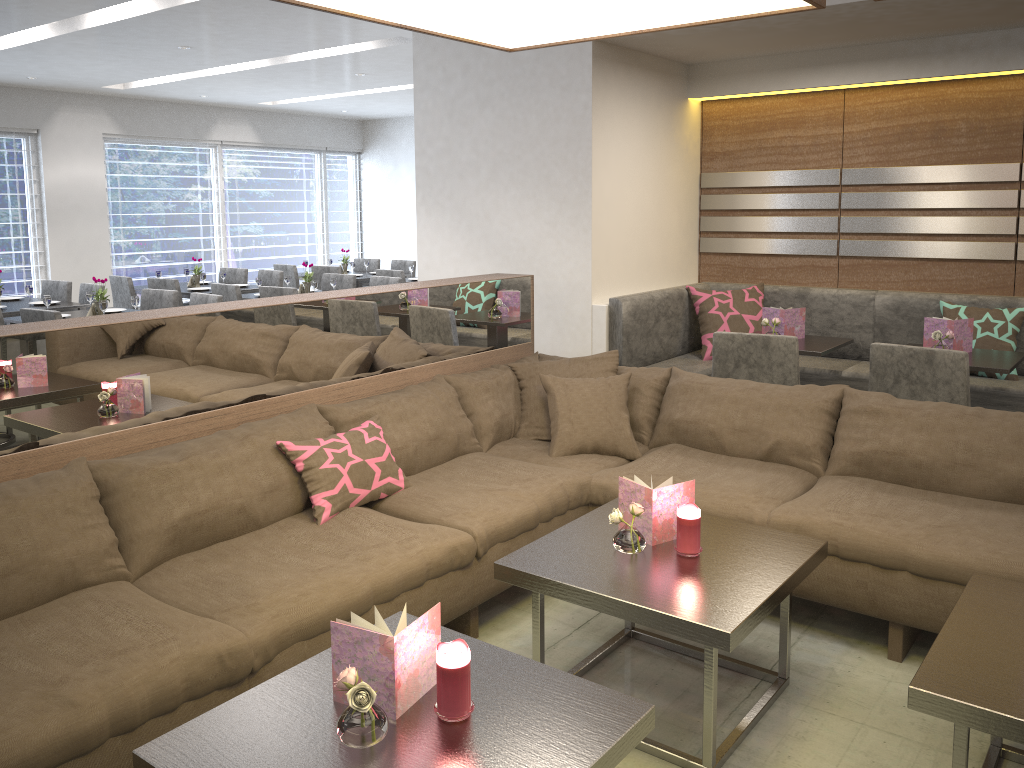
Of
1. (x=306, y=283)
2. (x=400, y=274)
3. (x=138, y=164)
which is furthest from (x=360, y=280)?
(x=138, y=164)

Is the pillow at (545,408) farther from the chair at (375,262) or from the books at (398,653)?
the chair at (375,262)

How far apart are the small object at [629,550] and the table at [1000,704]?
0.75m

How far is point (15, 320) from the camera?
5.7m

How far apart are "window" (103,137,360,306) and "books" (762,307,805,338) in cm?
743

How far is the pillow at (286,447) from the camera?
2.7 meters

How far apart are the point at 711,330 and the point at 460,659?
3.70m

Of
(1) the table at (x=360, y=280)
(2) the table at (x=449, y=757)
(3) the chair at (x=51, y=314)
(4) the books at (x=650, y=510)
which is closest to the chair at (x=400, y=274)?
(1) the table at (x=360, y=280)

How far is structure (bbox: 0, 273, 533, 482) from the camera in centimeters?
244cm

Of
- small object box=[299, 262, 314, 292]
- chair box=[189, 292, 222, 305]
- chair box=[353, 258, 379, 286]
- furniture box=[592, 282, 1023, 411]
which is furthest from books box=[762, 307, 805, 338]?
chair box=[353, 258, 379, 286]
